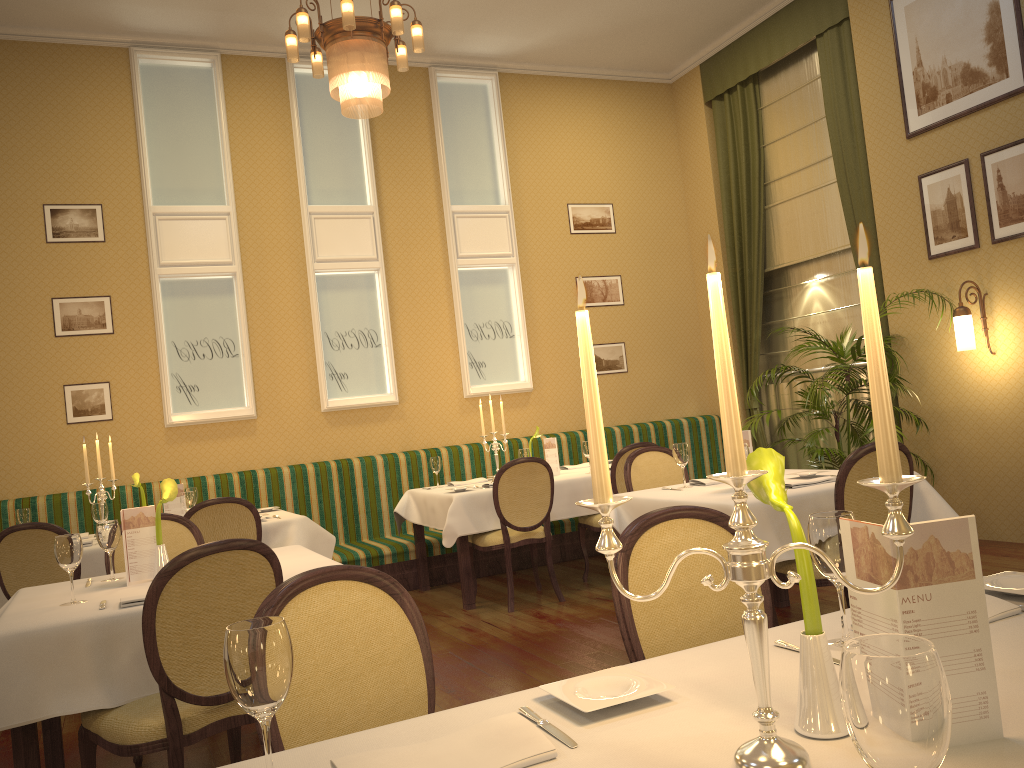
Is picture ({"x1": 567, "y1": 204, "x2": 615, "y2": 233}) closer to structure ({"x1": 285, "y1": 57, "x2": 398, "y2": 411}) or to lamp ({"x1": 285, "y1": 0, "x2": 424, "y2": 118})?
structure ({"x1": 285, "y1": 57, "x2": 398, "y2": 411})

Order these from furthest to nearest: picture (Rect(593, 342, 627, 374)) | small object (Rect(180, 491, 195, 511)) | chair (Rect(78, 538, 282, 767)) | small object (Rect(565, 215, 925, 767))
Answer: picture (Rect(593, 342, 627, 374)), small object (Rect(180, 491, 195, 511)), chair (Rect(78, 538, 282, 767)), small object (Rect(565, 215, 925, 767))

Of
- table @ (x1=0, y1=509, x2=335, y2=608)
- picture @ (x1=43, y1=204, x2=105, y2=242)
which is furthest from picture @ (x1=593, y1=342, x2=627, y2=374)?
picture @ (x1=43, y1=204, x2=105, y2=242)

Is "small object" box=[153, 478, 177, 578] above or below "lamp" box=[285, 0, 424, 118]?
below

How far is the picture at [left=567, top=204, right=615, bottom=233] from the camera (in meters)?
8.44

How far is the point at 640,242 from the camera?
8.7 meters

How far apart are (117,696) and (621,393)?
6.3m

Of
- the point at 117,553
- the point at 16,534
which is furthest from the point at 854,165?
the point at 16,534

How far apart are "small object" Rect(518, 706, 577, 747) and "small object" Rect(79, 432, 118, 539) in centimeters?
473cm

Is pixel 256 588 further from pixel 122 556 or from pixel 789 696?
pixel 789 696
